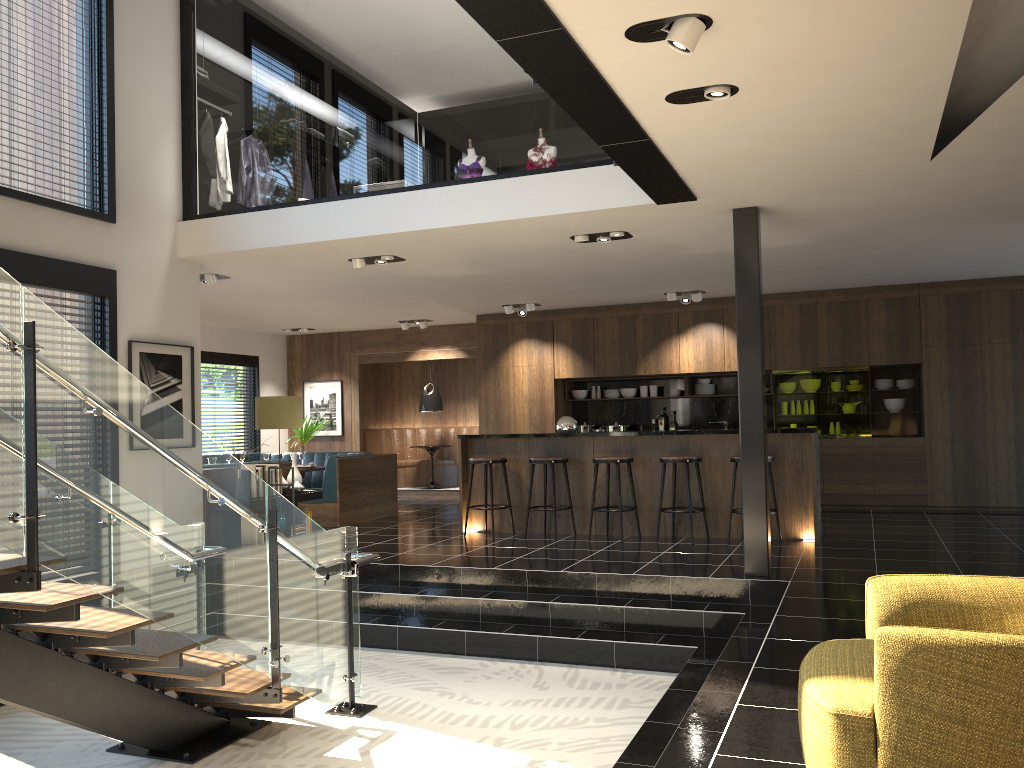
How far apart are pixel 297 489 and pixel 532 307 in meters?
4.1 m

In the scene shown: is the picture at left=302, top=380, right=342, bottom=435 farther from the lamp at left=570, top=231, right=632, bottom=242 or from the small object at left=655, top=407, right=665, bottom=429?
the lamp at left=570, top=231, right=632, bottom=242

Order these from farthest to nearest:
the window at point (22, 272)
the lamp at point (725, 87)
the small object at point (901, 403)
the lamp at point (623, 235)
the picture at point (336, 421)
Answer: the picture at point (336, 421)
the small object at point (901, 403)
the lamp at point (623, 235)
the window at point (22, 272)
the lamp at point (725, 87)

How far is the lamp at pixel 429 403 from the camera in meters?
13.9

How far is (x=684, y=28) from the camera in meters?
3.4

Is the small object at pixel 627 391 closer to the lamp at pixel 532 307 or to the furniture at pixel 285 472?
the lamp at pixel 532 307

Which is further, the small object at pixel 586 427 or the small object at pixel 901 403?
the small object at pixel 586 427

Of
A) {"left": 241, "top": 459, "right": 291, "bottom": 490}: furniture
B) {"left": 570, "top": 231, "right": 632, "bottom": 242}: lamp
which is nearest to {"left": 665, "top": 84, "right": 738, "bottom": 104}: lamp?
{"left": 570, "top": 231, "right": 632, "bottom": 242}: lamp

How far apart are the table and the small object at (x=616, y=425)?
3.3m

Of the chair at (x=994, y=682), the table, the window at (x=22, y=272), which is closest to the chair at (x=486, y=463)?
the window at (x=22, y=272)
